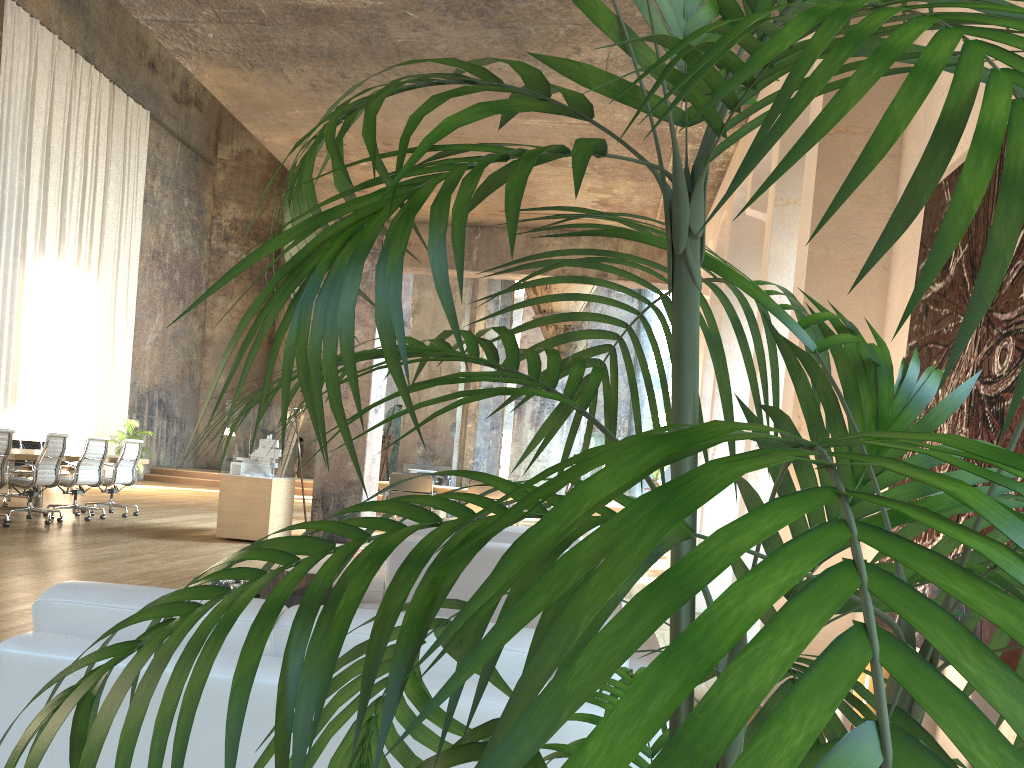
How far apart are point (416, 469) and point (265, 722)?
13.74m

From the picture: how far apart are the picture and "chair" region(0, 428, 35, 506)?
11.3 meters

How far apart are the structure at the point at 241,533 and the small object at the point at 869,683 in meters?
5.6

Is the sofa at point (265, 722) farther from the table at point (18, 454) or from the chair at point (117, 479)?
the chair at point (117, 479)

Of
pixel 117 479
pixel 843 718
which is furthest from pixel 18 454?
pixel 843 718

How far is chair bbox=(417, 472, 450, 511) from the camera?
14.5m

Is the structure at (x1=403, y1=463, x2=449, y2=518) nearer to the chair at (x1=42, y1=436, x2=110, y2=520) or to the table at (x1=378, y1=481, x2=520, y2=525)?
the table at (x1=378, y1=481, x2=520, y2=525)

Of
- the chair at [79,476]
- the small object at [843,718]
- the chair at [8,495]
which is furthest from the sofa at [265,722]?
the chair at [8,495]

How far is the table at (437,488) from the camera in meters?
13.0 m

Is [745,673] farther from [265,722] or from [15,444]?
[15,444]
